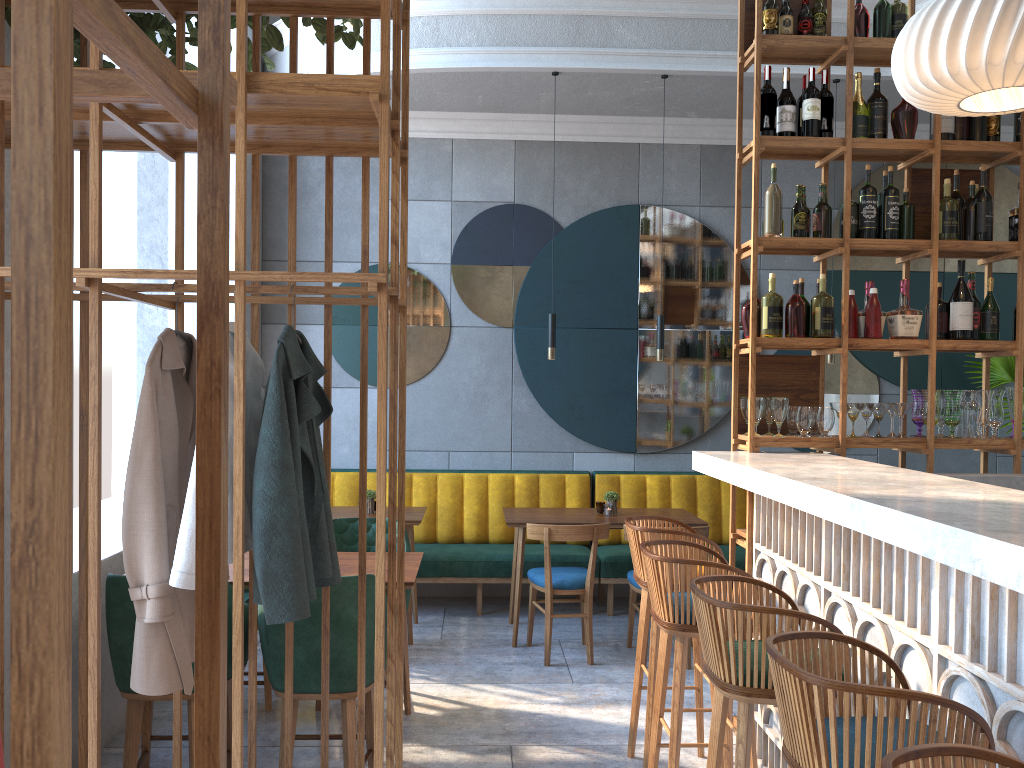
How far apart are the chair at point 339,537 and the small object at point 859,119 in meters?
2.9 m

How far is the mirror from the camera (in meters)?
6.47

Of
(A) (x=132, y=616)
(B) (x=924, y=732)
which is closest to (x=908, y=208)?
(B) (x=924, y=732)

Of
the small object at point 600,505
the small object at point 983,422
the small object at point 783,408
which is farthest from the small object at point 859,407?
the small object at point 600,505

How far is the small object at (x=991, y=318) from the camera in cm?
391

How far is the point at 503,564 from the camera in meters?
5.9 m

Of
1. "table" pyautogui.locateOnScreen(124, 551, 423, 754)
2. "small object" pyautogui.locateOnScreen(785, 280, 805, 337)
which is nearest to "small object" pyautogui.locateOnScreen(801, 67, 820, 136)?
"small object" pyautogui.locateOnScreen(785, 280, 805, 337)

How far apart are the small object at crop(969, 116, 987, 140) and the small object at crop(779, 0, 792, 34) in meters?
0.9 m

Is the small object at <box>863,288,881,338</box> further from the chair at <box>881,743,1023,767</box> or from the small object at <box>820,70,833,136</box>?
the chair at <box>881,743,1023,767</box>

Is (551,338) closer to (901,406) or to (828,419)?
(828,419)
